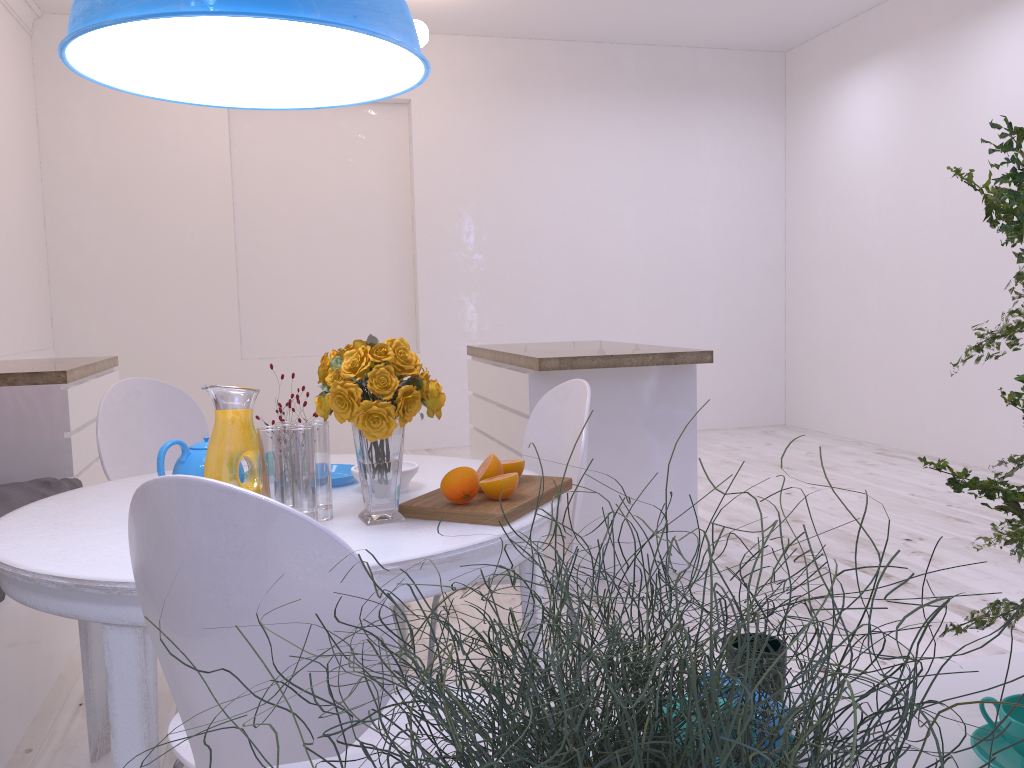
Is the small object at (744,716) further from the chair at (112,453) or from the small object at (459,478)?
the chair at (112,453)

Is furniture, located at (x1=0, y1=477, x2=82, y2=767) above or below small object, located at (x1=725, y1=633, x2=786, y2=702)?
below

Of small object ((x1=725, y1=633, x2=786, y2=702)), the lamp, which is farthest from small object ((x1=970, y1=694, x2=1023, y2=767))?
the lamp

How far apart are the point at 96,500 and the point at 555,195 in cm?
505

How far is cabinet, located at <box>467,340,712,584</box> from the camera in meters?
3.2 m

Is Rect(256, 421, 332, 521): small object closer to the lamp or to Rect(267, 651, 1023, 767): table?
the lamp

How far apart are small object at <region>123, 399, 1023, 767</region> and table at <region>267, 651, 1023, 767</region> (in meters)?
0.21

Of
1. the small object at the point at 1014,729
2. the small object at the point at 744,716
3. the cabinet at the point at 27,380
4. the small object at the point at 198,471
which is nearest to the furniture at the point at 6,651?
the cabinet at the point at 27,380

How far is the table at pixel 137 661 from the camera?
1.4m

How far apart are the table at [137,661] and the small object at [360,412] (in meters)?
0.01
